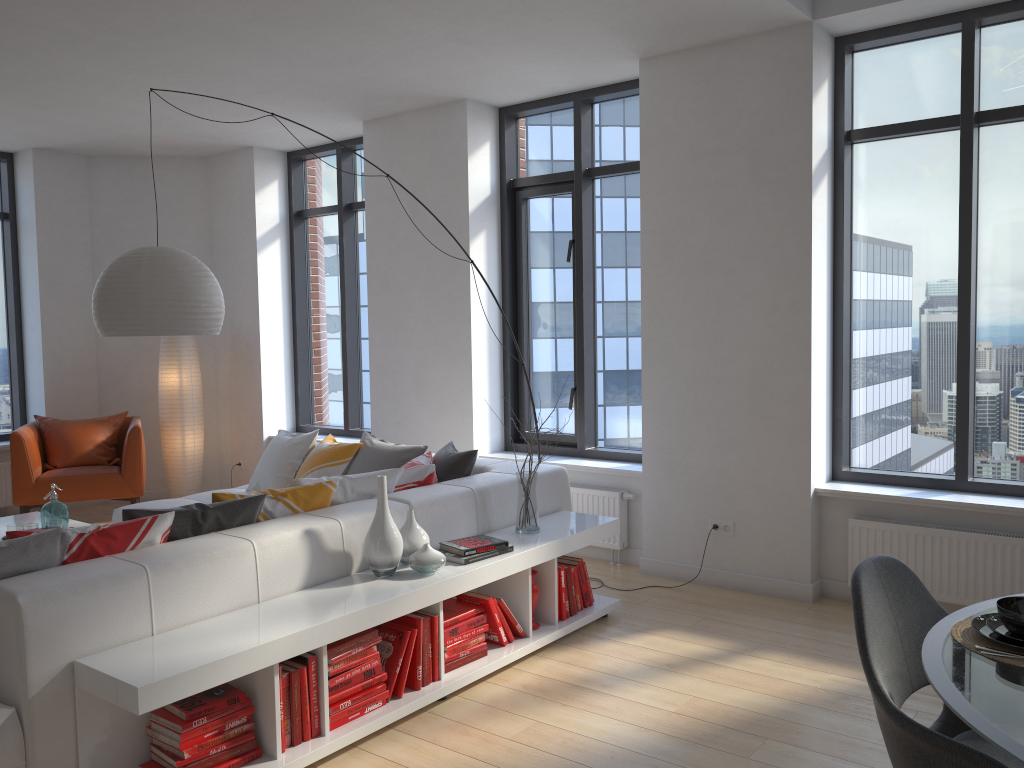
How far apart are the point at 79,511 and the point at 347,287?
2.9m

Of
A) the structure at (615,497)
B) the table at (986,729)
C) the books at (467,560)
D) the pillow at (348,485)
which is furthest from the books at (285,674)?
the structure at (615,497)

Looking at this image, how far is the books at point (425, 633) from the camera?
3.46m

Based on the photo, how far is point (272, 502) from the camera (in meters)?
3.67

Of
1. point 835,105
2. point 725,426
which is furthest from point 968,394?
point 835,105

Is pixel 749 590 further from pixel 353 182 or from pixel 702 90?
pixel 353 182

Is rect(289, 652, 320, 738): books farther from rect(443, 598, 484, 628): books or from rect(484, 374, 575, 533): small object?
rect(484, 374, 575, 533): small object

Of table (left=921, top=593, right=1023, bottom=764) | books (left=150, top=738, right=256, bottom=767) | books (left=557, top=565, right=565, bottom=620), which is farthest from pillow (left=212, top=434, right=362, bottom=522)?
table (left=921, top=593, right=1023, bottom=764)

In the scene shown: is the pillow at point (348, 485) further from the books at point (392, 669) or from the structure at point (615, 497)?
the structure at point (615, 497)

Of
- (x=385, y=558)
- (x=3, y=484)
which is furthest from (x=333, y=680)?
(x=3, y=484)
